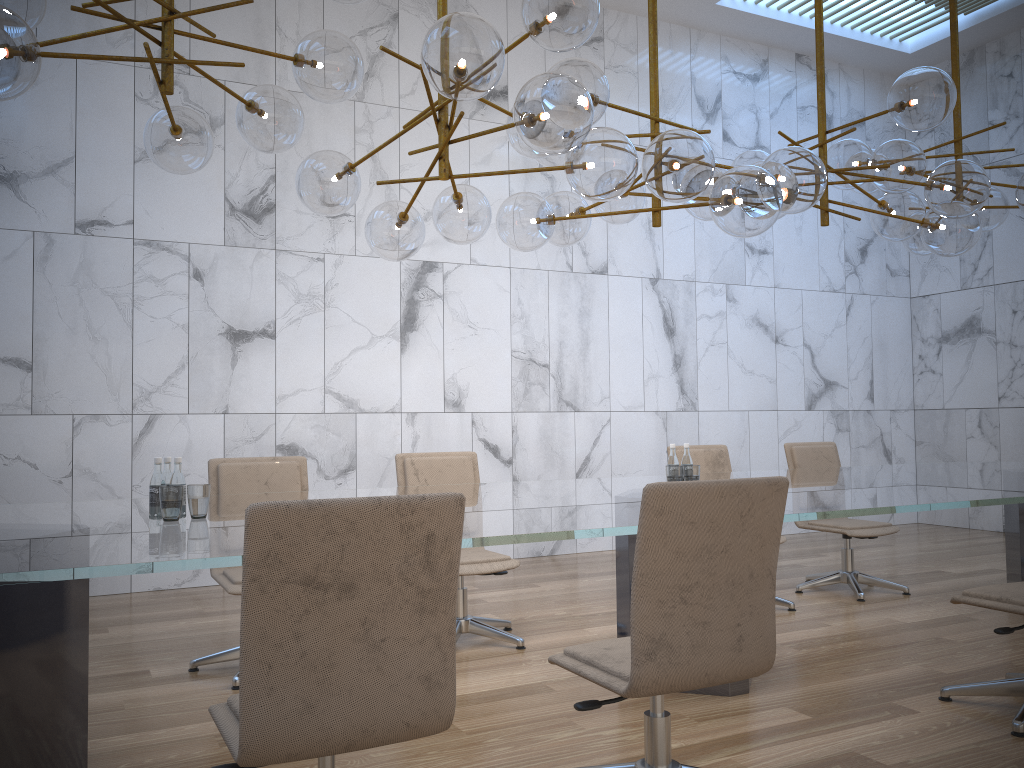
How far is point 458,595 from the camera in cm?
468

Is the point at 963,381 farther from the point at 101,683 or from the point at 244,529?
the point at 244,529

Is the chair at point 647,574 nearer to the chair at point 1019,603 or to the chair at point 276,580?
the chair at point 276,580

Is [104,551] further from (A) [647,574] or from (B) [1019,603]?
(B) [1019,603]

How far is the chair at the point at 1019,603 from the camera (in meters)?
3.36

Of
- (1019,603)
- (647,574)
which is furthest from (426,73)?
(1019,603)

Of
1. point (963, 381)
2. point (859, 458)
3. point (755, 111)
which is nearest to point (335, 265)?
point (755, 111)

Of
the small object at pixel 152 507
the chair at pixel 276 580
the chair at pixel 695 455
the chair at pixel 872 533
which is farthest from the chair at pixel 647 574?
the chair at pixel 872 533

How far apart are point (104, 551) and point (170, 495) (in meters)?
0.70

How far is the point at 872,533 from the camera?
5.8m
